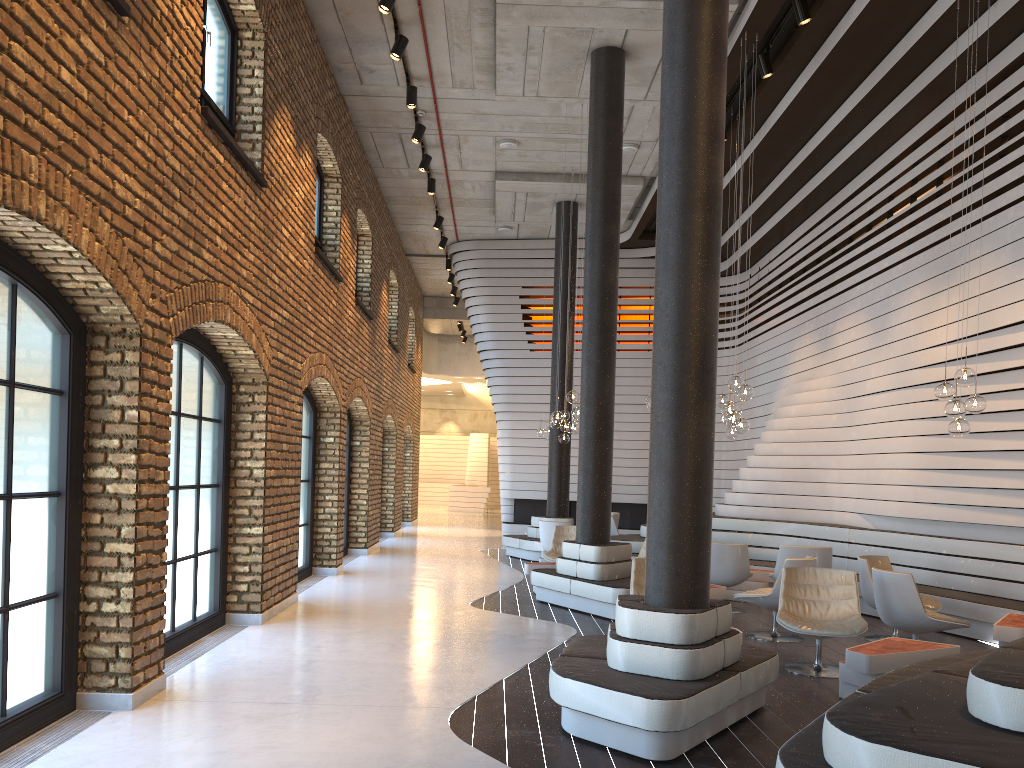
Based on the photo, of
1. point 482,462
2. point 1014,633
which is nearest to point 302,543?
point 1014,633

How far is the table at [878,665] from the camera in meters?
5.5

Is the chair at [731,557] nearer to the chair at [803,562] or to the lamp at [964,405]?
the chair at [803,562]

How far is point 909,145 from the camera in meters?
10.1

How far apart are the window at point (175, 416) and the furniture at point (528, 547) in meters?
7.1 m

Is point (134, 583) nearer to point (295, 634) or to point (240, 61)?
point (295, 634)

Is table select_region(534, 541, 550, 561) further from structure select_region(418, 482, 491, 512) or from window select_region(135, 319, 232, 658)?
structure select_region(418, 482, 491, 512)

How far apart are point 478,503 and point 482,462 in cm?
316

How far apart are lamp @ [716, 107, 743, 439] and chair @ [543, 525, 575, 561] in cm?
239

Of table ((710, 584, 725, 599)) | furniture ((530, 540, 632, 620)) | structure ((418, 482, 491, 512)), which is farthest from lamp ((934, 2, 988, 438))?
structure ((418, 482, 491, 512))
